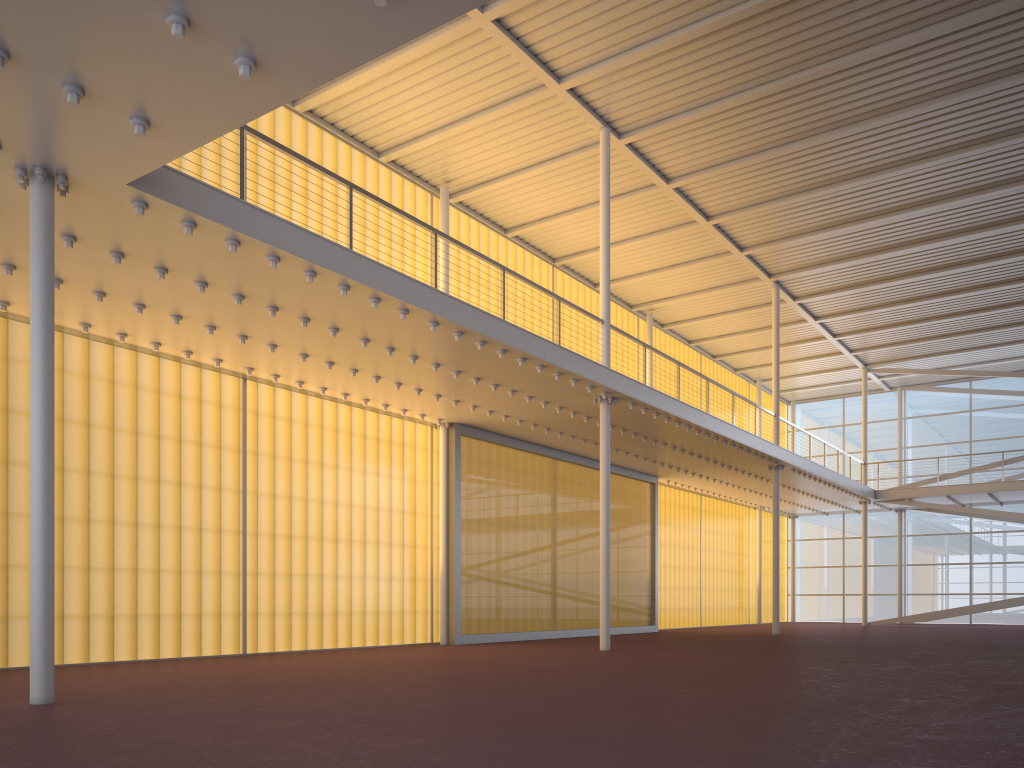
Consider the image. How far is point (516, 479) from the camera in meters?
20.8 m

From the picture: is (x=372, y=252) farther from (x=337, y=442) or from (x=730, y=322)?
(x=730, y=322)
